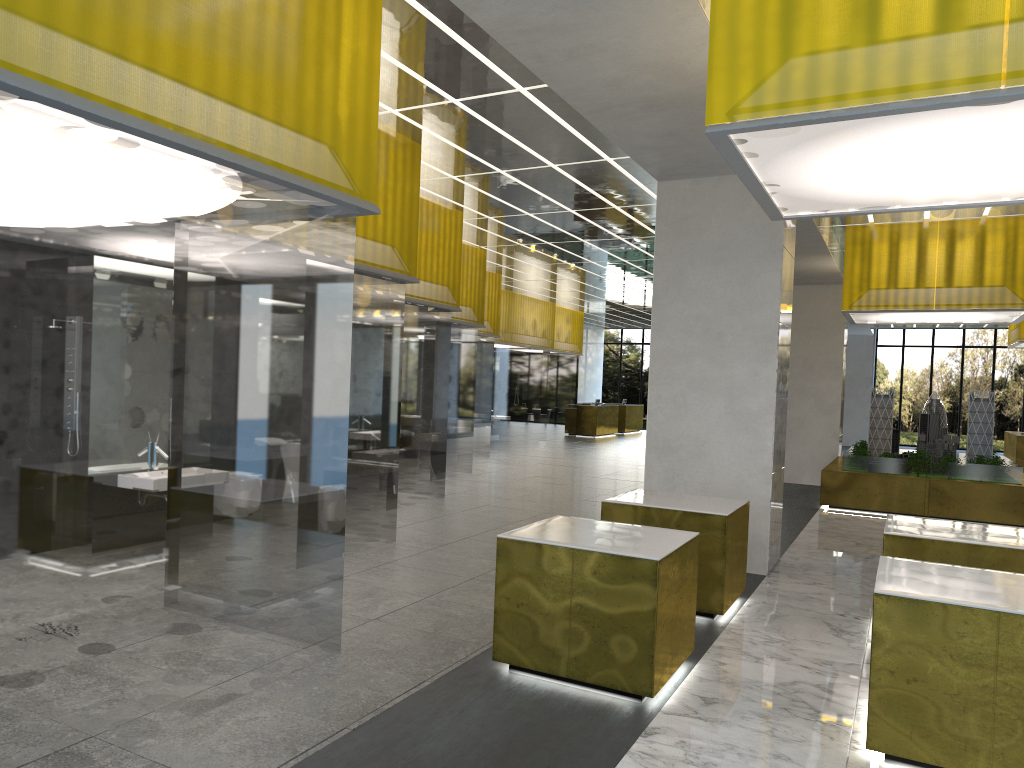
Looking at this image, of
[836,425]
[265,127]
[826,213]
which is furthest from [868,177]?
[836,425]

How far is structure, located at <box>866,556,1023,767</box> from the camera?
5.83m

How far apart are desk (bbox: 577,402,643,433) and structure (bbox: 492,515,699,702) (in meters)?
39.28

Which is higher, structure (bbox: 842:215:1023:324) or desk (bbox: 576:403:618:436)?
structure (bbox: 842:215:1023:324)

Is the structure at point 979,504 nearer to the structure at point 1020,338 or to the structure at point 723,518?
the structure at point 1020,338

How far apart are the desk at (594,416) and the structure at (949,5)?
33.80m

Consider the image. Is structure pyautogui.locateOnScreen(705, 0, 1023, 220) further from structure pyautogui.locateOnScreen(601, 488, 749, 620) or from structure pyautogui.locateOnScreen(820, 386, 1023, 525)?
structure pyautogui.locateOnScreen(820, 386, 1023, 525)

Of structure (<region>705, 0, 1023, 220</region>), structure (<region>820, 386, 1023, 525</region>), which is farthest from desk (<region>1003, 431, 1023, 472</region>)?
structure (<region>705, 0, 1023, 220</region>)

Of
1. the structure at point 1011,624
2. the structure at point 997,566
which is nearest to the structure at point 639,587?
the structure at point 1011,624

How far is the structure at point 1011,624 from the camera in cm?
583
